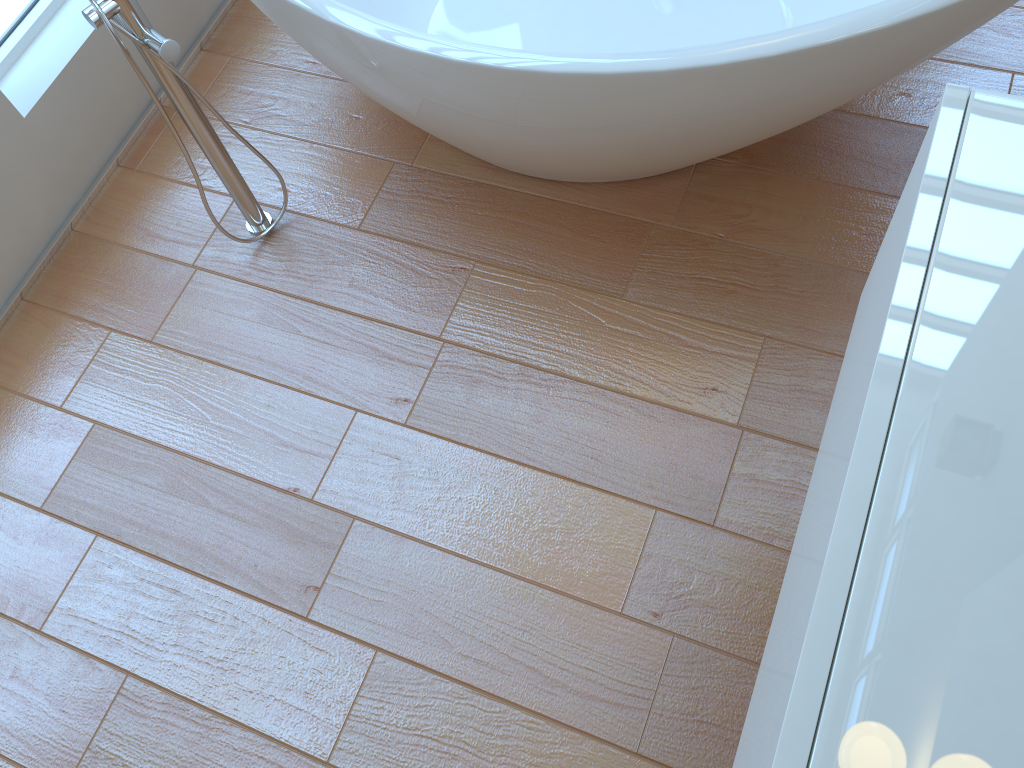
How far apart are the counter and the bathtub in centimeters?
36cm

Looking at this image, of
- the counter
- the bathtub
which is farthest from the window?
the counter

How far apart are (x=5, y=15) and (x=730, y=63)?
1.5 meters

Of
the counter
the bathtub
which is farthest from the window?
the counter

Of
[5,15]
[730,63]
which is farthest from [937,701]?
[5,15]

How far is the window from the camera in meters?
1.8 m

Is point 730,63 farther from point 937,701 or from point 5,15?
point 5,15

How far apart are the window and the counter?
1.8 meters

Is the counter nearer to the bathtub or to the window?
the bathtub

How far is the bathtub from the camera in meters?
1.2
